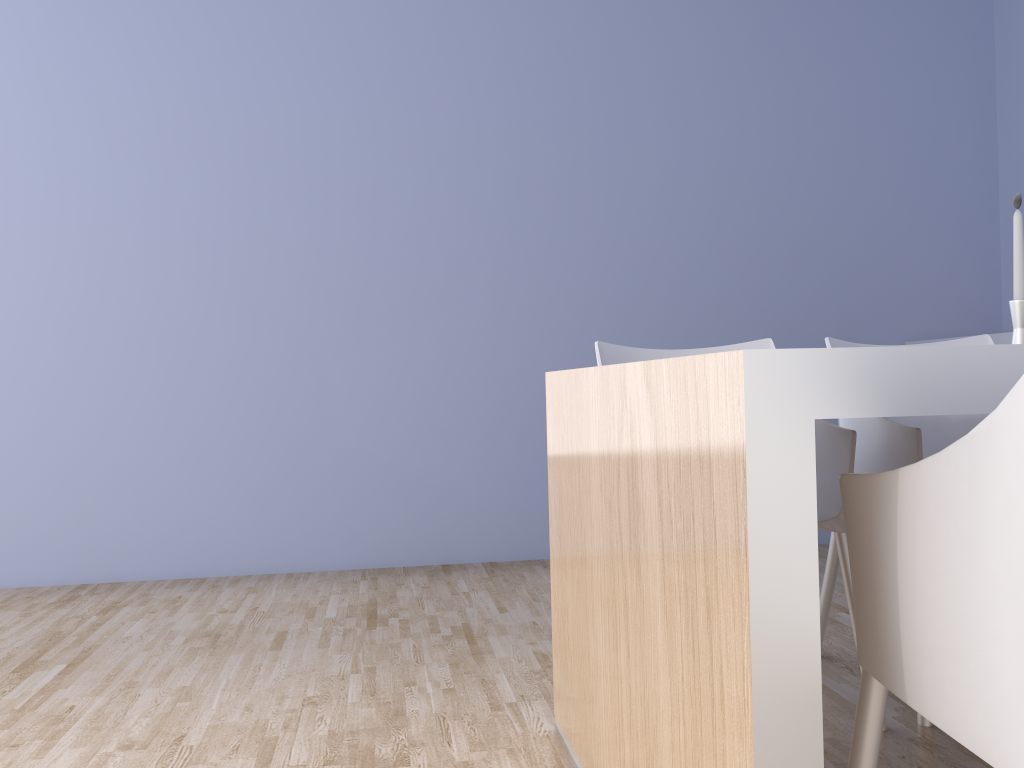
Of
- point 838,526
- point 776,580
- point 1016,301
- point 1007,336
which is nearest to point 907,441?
point 838,526

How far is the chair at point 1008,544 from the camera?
0.7m

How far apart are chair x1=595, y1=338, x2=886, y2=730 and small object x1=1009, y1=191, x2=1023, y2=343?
0.40m

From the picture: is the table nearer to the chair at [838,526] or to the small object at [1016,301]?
the chair at [838,526]

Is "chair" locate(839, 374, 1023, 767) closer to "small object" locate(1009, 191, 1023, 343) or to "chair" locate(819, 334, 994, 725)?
"chair" locate(819, 334, 994, 725)

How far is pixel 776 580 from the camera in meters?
0.8

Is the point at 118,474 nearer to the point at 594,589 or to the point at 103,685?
the point at 103,685

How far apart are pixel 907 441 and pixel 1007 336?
1.66m

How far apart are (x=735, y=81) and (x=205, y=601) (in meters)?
2.87

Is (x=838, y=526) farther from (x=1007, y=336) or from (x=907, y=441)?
(x=1007, y=336)
